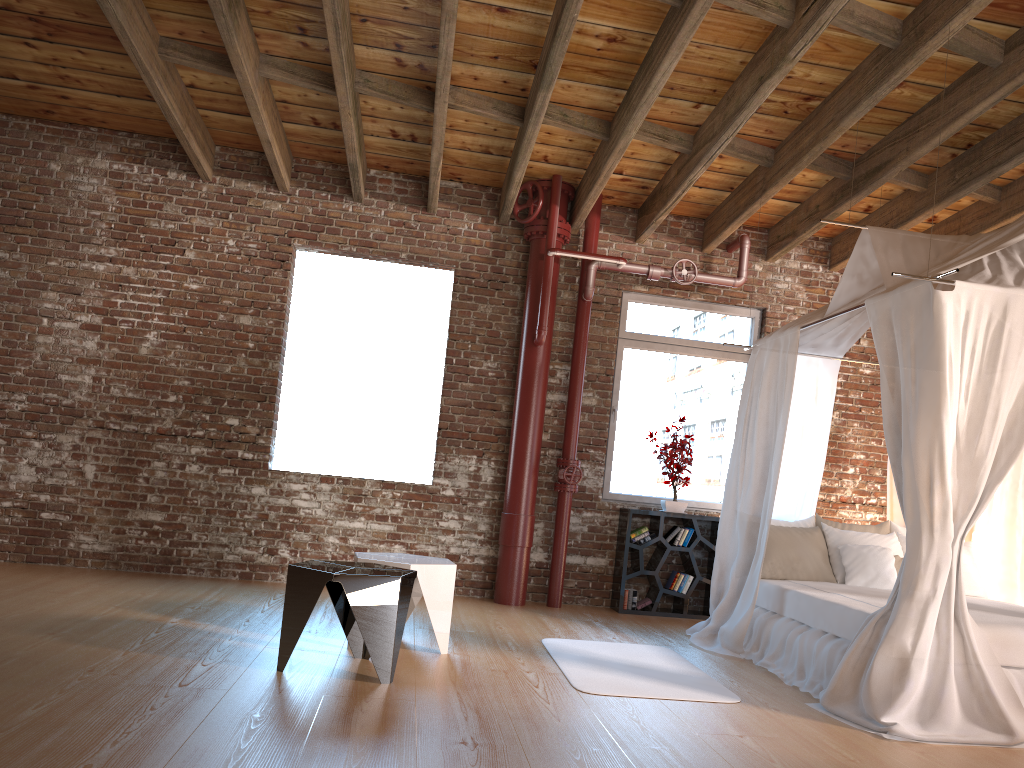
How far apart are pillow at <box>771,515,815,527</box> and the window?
1.4 meters

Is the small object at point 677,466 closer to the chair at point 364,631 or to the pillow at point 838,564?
the pillow at point 838,564

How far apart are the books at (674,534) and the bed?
1.0m

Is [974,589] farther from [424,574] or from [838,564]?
[424,574]

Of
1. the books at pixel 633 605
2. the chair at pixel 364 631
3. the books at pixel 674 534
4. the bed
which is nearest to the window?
the books at pixel 674 534

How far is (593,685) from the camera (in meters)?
4.22

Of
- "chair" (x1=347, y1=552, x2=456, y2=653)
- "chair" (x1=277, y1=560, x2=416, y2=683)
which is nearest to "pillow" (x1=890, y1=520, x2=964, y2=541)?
"chair" (x1=347, y1=552, x2=456, y2=653)

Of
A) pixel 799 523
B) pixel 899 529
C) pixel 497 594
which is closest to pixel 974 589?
A: pixel 899 529

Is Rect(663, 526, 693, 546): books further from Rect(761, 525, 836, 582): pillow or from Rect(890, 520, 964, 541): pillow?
Rect(890, 520, 964, 541): pillow

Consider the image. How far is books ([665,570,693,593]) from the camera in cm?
704
